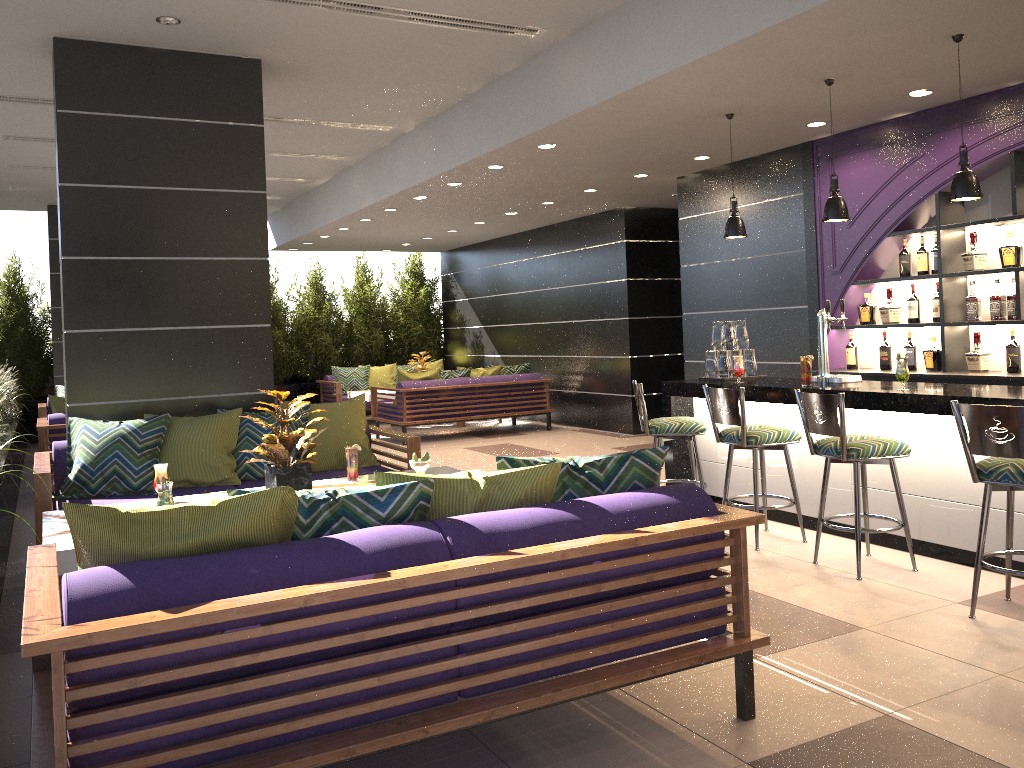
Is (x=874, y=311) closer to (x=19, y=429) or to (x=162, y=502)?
(x=162, y=502)

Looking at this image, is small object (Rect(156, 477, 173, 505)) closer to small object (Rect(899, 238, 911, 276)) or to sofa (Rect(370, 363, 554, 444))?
small object (Rect(899, 238, 911, 276))

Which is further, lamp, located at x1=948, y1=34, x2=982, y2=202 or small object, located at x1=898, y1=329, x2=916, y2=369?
small object, located at x1=898, y1=329, x2=916, y2=369

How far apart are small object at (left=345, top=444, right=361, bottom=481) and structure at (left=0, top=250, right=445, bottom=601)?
1.5m

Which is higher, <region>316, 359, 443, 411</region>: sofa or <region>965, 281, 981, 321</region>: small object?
<region>965, 281, 981, 321</region>: small object

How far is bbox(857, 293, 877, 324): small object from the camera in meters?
6.8 m

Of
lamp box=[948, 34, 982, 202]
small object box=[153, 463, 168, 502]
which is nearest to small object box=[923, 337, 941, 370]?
lamp box=[948, 34, 982, 202]

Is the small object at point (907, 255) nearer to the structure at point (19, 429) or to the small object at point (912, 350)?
the small object at point (912, 350)

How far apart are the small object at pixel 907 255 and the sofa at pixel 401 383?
5.6m

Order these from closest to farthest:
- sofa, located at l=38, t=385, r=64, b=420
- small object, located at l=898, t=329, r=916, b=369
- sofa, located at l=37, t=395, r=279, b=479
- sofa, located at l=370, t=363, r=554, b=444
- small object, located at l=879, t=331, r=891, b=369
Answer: small object, located at l=898, t=329, r=916, b=369, small object, located at l=879, t=331, r=891, b=369, sofa, located at l=37, t=395, r=279, b=479, sofa, located at l=38, t=385, r=64, b=420, sofa, located at l=370, t=363, r=554, b=444
